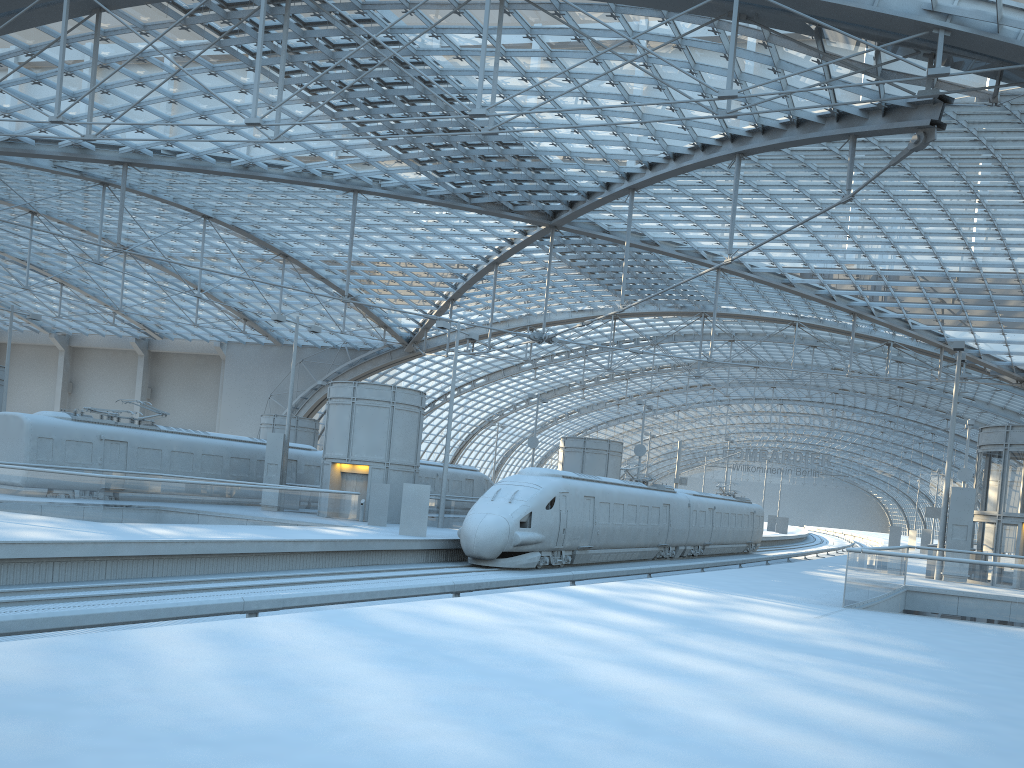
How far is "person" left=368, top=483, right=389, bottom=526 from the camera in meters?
31.9 m

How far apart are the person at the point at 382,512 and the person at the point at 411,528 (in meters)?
4.28

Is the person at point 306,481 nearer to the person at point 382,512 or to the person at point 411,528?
the person at point 382,512

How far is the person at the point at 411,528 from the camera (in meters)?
27.74

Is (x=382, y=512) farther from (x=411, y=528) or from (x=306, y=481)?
(x=306, y=481)

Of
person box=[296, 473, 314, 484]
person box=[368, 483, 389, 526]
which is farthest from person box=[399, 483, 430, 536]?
person box=[296, 473, 314, 484]

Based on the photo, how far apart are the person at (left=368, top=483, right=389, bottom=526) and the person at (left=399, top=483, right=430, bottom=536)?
4.28m

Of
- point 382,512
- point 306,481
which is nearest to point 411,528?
point 382,512

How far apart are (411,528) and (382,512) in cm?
442

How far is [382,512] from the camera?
31.9 meters
